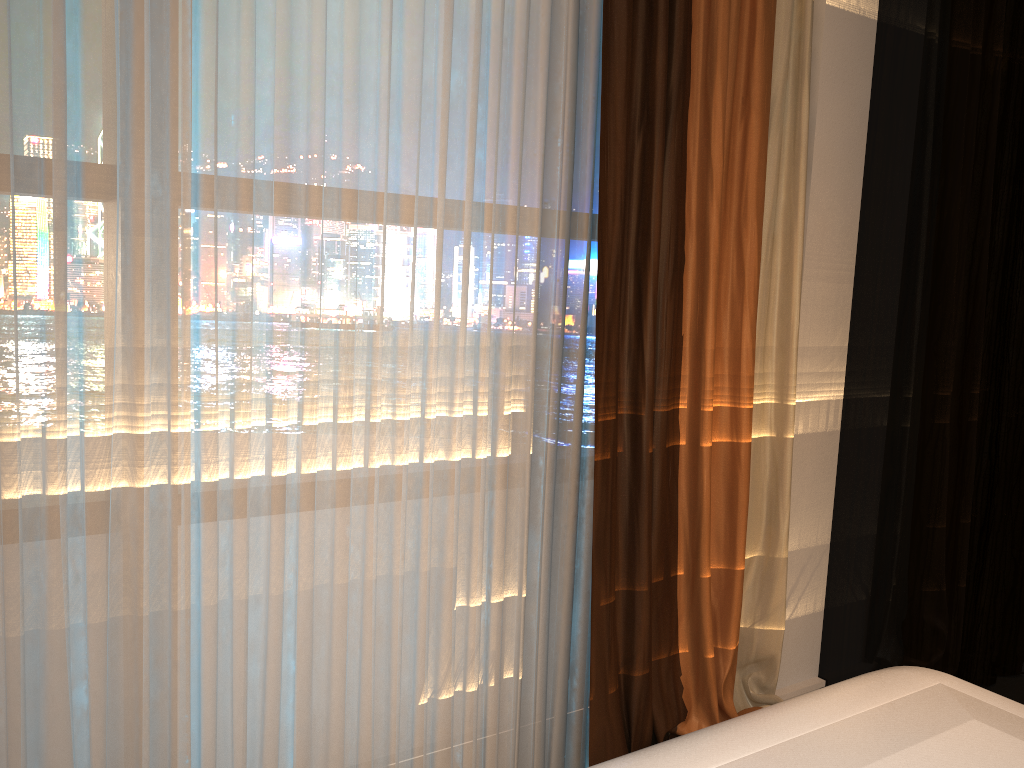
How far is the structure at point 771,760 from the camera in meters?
0.9 m

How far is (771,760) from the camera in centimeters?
91cm

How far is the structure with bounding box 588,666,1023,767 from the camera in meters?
0.9 m

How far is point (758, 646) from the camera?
2.5m
